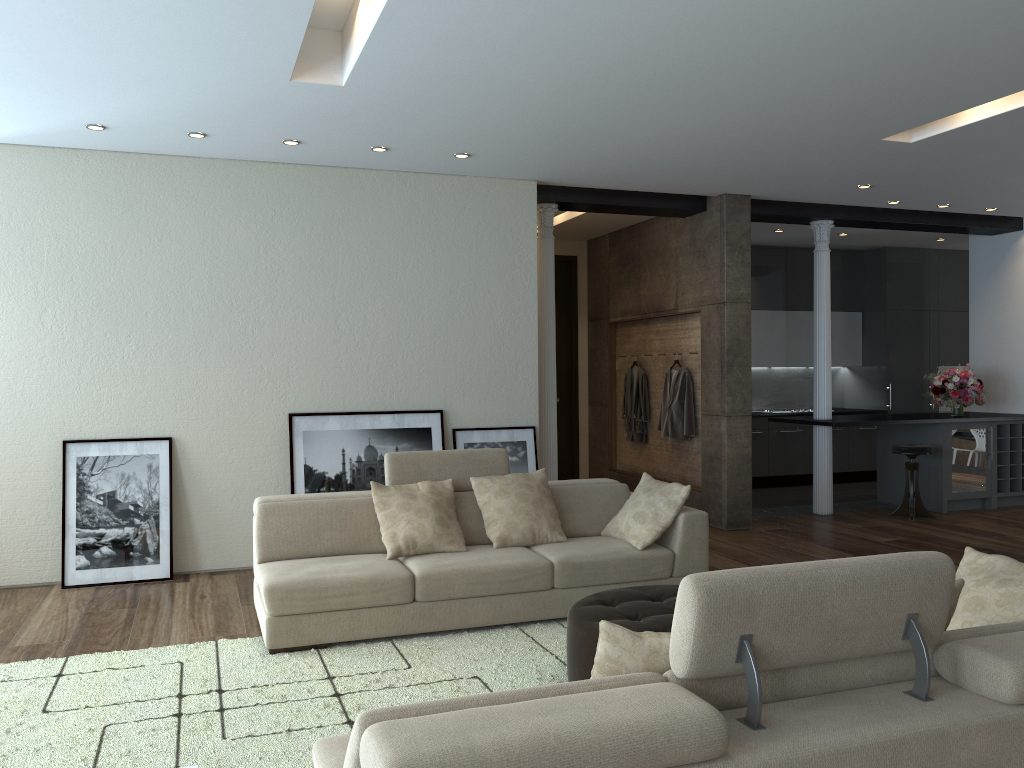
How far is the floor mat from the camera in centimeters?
335cm

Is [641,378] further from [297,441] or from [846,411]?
[297,441]

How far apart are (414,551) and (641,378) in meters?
4.9

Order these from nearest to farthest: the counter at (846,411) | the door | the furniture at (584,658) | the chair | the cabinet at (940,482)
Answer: the furniture at (584,658) < the chair < the cabinet at (940,482) < the door < the counter at (846,411)

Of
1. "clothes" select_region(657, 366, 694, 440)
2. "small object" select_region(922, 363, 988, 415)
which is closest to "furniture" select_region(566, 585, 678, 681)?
"clothes" select_region(657, 366, 694, 440)

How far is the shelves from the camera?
9.04m

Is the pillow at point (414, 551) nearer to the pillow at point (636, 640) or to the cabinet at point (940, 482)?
the pillow at point (636, 640)

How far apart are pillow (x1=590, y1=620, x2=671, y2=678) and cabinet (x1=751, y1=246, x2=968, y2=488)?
8.8m

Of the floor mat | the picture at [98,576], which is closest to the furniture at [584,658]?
the floor mat

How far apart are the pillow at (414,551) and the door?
5.30m
